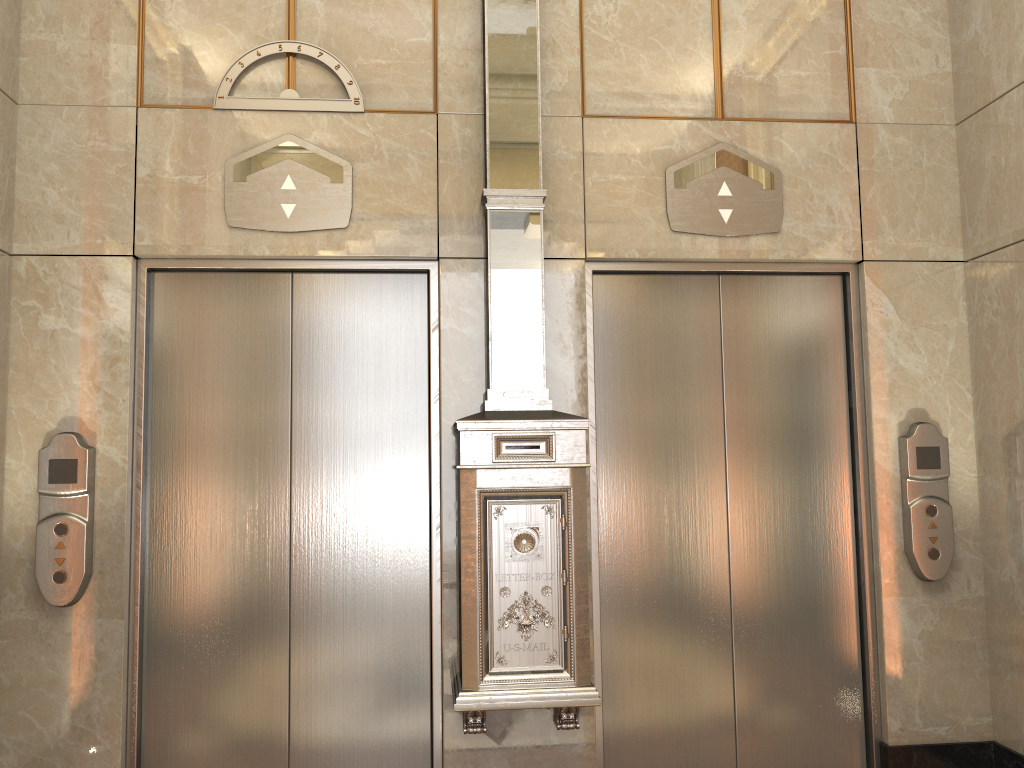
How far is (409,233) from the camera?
3.60m

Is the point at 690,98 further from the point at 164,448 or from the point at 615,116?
the point at 164,448
